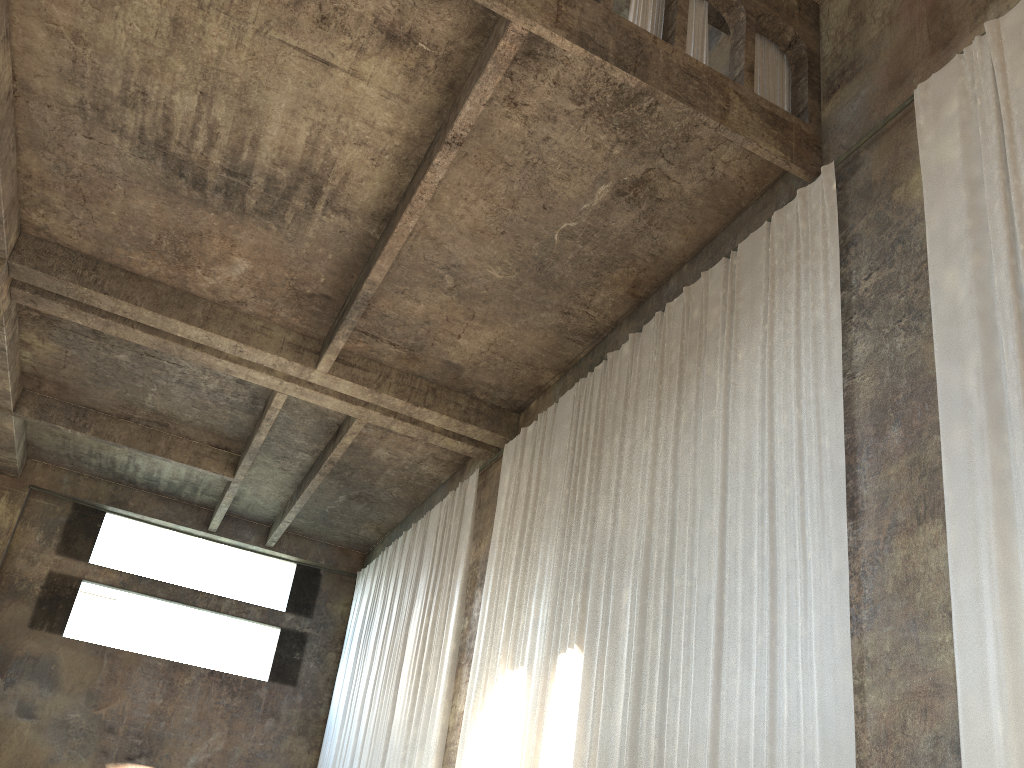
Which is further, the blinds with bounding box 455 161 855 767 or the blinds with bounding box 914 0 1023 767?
the blinds with bounding box 455 161 855 767

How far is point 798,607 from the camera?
7.3 meters

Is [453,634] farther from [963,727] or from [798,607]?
[963,727]

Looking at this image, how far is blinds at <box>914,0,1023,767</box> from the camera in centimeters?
548cm

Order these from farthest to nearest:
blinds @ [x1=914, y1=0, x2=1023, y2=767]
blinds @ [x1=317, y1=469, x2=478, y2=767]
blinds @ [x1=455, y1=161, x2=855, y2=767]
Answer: blinds @ [x1=317, y1=469, x2=478, y2=767]
blinds @ [x1=455, y1=161, x2=855, y2=767]
blinds @ [x1=914, y1=0, x2=1023, y2=767]

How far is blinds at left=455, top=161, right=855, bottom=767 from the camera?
7.27m

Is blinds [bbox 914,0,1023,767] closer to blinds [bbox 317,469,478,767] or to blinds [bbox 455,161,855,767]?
blinds [bbox 455,161,855,767]

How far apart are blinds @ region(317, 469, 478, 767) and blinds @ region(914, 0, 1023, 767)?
9.56m

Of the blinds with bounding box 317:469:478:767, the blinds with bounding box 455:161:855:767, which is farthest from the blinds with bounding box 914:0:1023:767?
the blinds with bounding box 317:469:478:767

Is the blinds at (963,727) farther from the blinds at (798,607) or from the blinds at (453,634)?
the blinds at (453,634)
